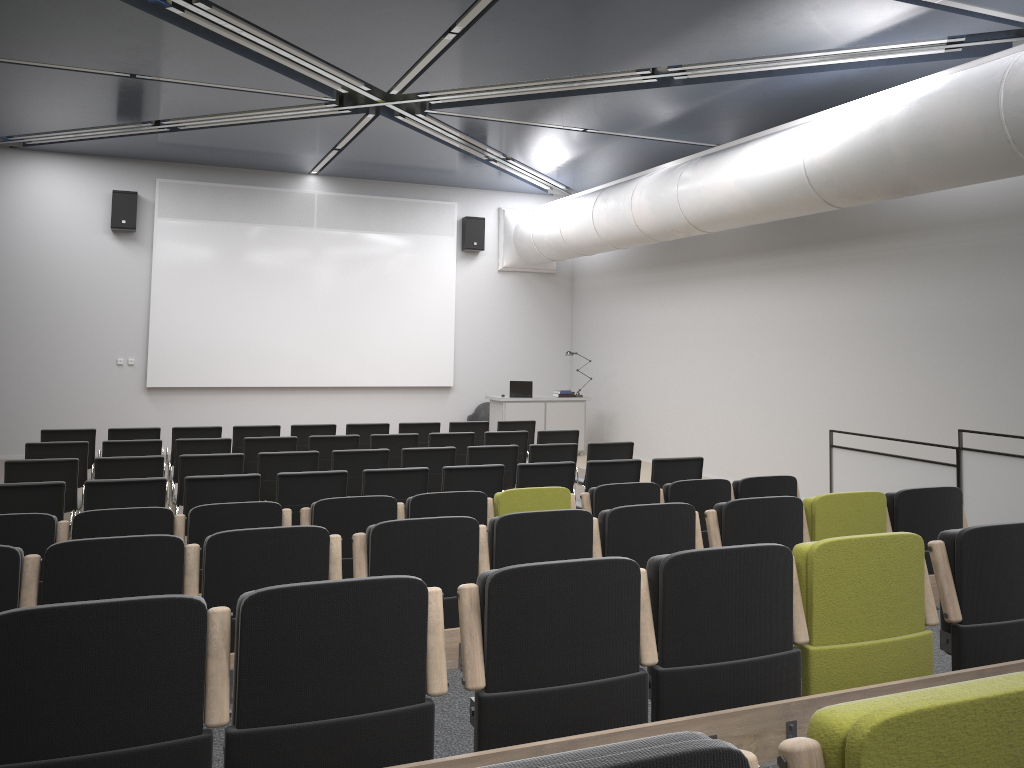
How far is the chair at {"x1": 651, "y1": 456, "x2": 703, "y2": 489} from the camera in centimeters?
824cm

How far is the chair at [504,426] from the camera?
11.8m

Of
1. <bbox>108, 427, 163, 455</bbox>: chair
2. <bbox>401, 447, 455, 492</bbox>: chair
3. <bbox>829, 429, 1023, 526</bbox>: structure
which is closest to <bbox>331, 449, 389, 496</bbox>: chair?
<bbox>401, 447, 455, 492</bbox>: chair

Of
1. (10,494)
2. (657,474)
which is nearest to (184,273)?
(10,494)

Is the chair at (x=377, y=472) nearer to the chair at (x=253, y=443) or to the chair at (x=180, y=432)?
the chair at (x=253, y=443)

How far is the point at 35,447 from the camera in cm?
856

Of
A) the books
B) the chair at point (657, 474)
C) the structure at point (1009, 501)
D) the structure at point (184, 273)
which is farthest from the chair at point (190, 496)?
the books

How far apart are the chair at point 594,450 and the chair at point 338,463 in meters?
2.2

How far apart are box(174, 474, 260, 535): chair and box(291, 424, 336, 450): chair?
4.0 meters

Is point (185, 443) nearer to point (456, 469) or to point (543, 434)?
point (456, 469)
